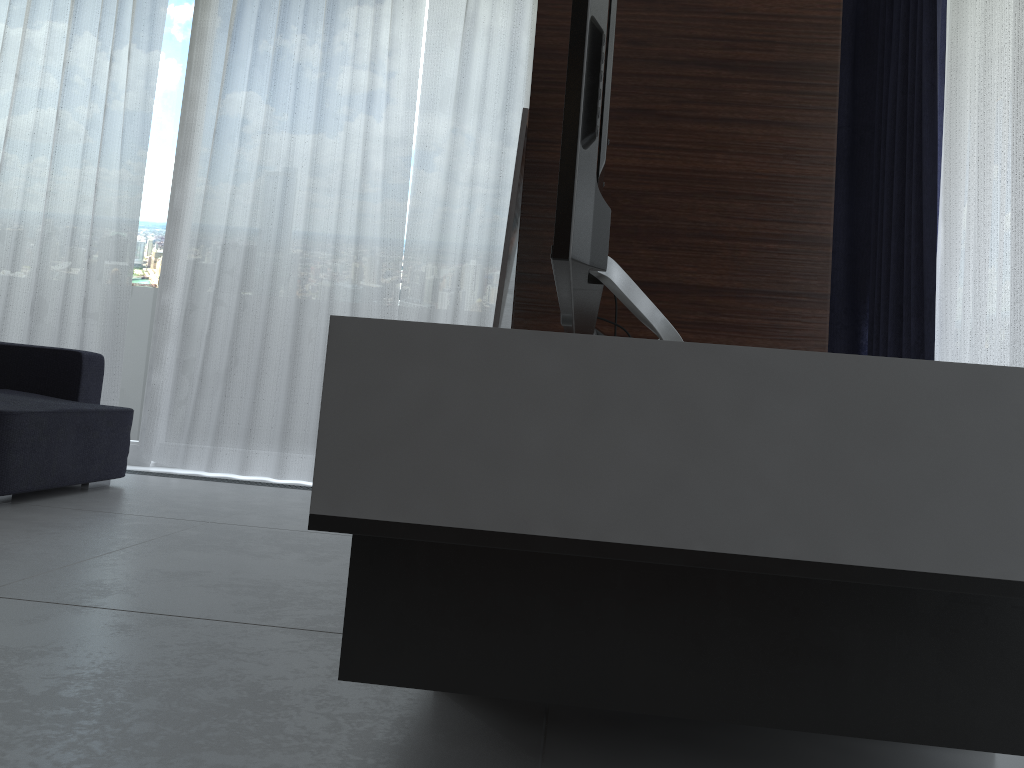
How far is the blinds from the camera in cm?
315

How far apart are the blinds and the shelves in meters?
2.0 m

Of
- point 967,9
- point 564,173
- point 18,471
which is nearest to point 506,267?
point 564,173

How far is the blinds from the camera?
3.15m

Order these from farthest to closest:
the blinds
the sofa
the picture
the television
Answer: the blinds → the sofa → the picture → the television

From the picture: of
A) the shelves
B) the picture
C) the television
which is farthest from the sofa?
the shelves

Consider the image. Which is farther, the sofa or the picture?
the sofa

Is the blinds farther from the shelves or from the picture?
the shelves

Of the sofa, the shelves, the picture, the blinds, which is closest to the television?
the shelves

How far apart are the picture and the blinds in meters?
1.4 m
